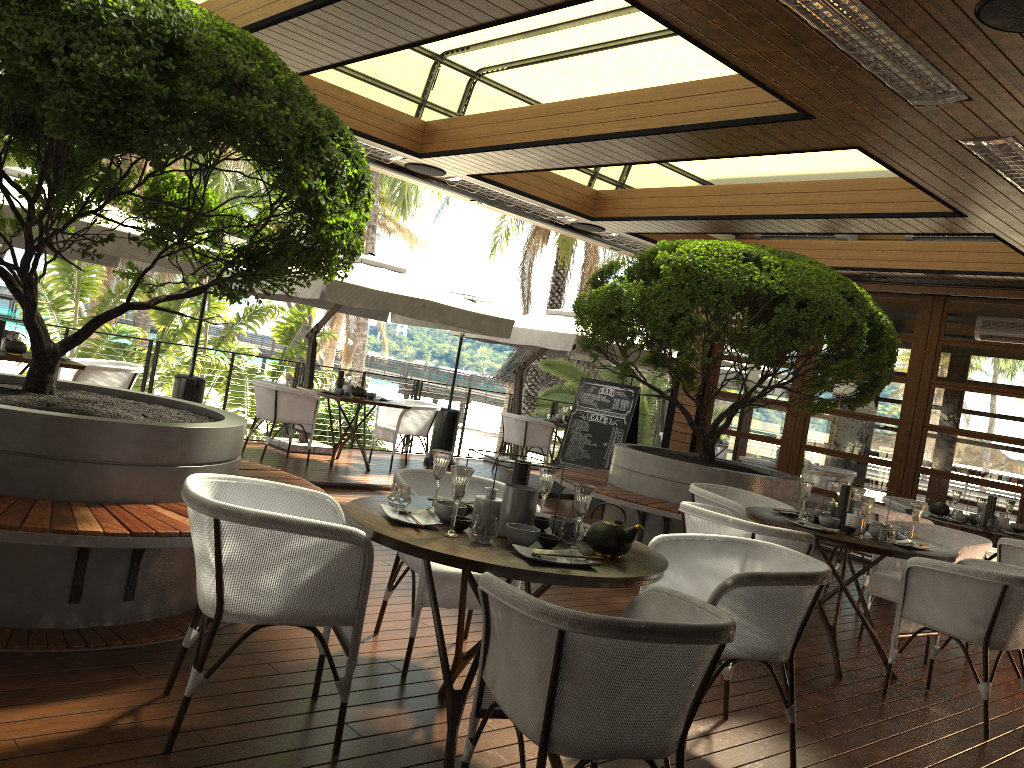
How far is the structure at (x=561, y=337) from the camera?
10.5 meters

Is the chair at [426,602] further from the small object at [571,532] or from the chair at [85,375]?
the chair at [85,375]

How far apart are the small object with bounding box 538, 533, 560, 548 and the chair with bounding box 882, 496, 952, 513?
5.7m

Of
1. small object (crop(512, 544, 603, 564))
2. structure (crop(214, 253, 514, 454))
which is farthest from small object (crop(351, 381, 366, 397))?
small object (crop(512, 544, 603, 564))

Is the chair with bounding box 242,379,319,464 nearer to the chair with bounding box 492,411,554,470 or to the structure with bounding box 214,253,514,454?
the structure with bounding box 214,253,514,454

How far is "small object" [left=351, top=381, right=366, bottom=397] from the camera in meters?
9.5 m

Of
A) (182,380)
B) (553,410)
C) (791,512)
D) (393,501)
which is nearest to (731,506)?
(791,512)

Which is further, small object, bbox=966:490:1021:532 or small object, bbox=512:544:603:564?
small object, bbox=966:490:1021:532

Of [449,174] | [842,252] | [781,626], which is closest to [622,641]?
[781,626]

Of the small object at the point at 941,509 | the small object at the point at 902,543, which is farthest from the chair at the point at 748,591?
the small object at the point at 941,509
